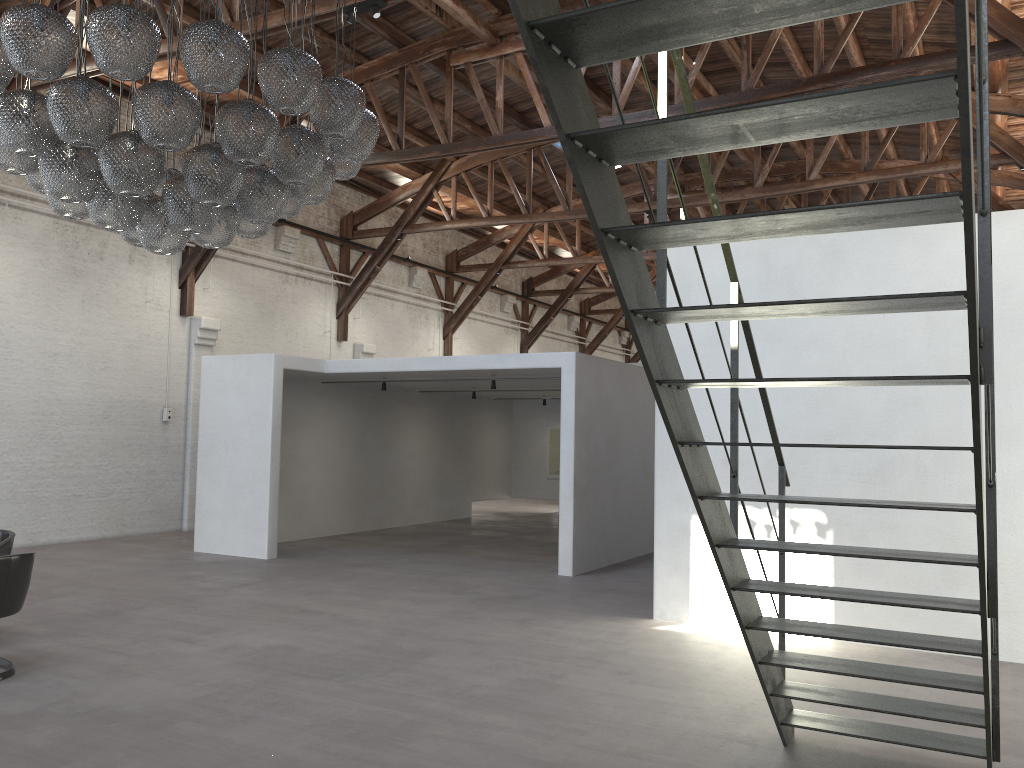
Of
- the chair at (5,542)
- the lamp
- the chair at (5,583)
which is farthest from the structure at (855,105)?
the chair at (5,542)

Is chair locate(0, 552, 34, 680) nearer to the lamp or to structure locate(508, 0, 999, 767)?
the lamp

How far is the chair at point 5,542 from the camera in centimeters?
640cm

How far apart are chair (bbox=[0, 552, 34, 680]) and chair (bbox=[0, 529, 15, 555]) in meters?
1.0

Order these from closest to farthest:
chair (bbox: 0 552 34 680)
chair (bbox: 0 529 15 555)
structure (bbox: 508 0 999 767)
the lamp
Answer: structure (bbox: 508 0 999 767) → the lamp → chair (bbox: 0 552 34 680) → chair (bbox: 0 529 15 555)

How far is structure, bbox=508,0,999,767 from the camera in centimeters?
200cm

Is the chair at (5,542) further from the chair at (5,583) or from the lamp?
the lamp

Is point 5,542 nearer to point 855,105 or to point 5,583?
point 5,583

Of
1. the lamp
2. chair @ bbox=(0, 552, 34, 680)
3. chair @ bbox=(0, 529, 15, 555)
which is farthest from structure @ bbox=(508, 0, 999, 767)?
chair @ bbox=(0, 529, 15, 555)

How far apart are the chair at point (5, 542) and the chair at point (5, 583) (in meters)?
1.04
